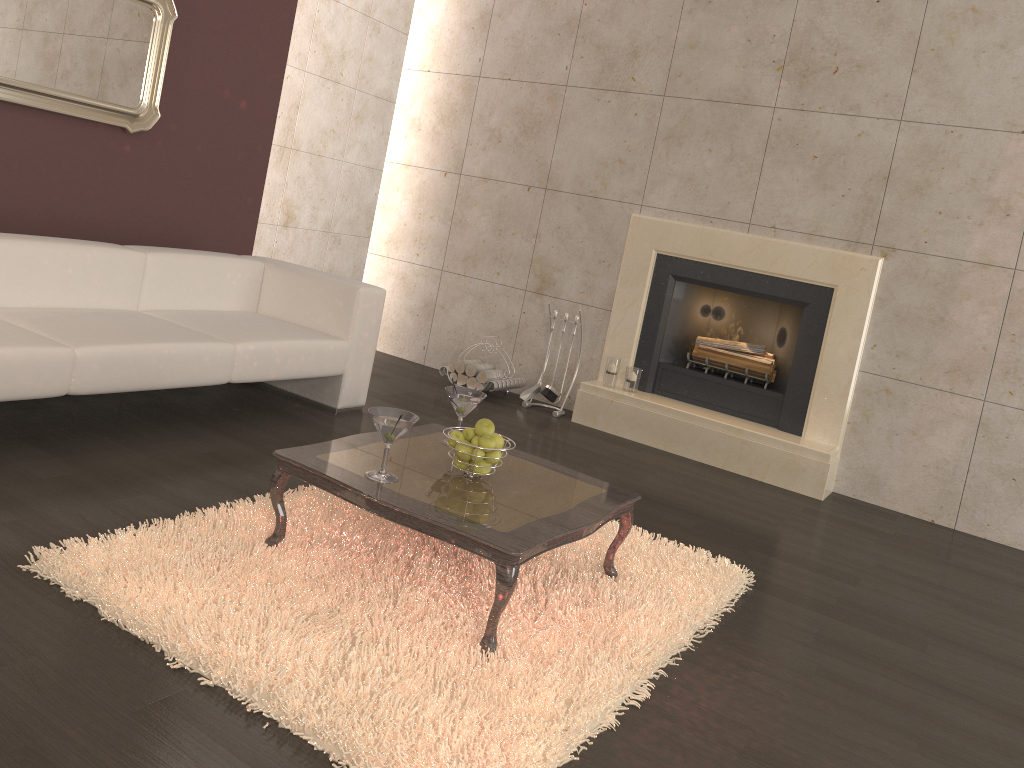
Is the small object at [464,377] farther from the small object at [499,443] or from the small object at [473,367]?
the small object at [499,443]

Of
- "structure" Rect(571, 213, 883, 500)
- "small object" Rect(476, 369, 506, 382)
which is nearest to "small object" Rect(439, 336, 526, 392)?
"small object" Rect(476, 369, 506, 382)

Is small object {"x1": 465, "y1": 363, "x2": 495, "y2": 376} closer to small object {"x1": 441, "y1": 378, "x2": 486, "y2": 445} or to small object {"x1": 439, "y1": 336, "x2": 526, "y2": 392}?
small object {"x1": 439, "y1": 336, "x2": 526, "y2": 392}

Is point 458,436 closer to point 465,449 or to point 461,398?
point 465,449

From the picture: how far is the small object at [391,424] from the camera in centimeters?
254cm

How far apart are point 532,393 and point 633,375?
0.7m

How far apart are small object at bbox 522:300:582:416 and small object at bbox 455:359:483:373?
0.5 meters

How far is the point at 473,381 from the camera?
5.6m

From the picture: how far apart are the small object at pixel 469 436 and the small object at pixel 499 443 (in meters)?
0.08

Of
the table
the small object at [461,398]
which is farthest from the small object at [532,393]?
the small object at [461,398]
